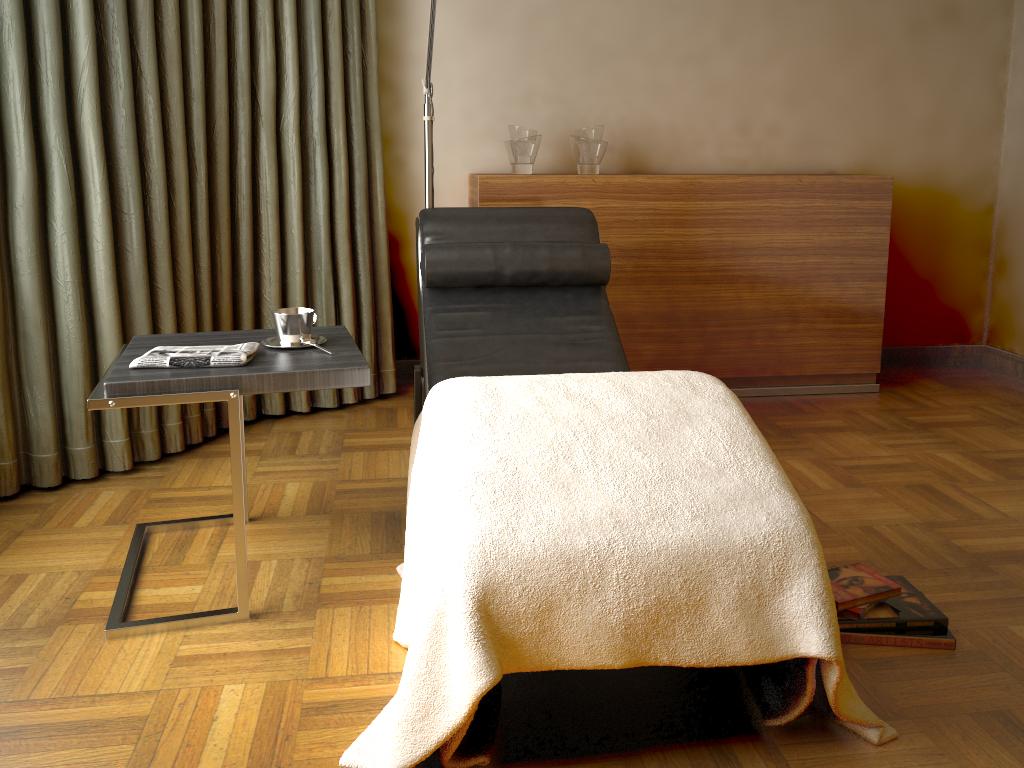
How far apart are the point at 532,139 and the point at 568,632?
2.4 meters

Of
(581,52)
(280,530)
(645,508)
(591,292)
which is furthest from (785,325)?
(645,508)

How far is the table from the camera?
1.8 meters

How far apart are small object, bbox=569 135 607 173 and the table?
1.5 meters

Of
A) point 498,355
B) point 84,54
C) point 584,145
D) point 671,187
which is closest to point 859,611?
point 498,355

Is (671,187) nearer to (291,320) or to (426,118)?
(426,118)

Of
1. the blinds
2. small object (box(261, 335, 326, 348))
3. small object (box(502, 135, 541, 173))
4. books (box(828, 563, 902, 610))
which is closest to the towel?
small object (box(261, 335, 326, 348))

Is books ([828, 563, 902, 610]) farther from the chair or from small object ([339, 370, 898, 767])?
the chair

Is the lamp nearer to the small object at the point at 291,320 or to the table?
the table

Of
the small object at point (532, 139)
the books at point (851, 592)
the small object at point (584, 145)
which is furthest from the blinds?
the books at point (851, 592)
